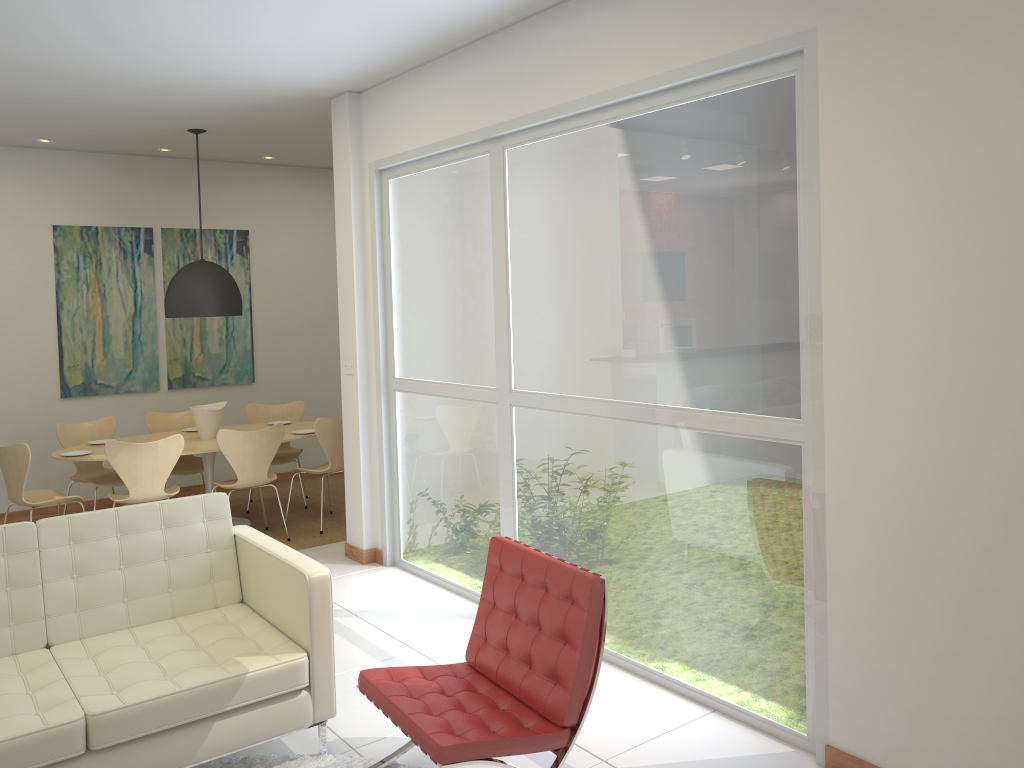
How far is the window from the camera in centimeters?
341cm

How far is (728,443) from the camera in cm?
367

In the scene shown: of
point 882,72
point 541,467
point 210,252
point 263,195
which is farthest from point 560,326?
point 263,195

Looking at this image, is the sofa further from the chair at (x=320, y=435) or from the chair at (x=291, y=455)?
the chair at (x=291, y=455)

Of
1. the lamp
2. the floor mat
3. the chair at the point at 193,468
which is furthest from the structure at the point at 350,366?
the floor mat

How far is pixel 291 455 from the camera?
7.9 meters

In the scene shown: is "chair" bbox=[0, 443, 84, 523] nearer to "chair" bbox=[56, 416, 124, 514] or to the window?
"chair" bbox=[56, 416, 124, 514]

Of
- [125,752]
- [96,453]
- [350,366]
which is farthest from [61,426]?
[125,752]

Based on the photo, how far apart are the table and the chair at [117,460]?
0.29m

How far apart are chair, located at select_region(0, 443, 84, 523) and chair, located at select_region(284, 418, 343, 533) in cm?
160
